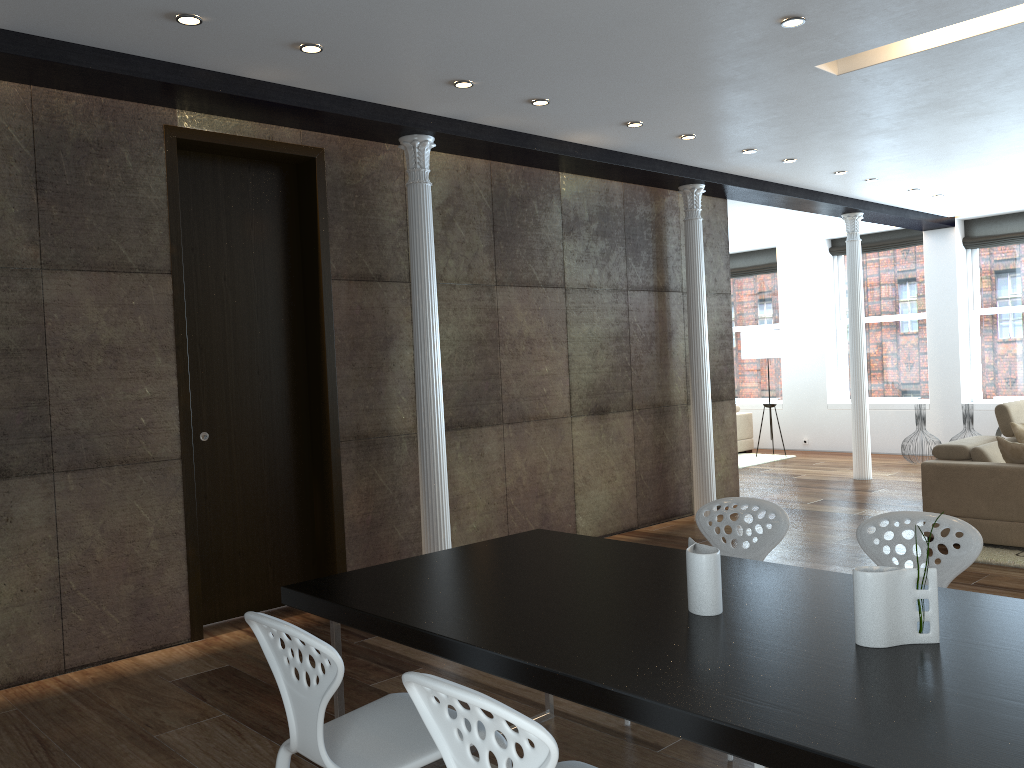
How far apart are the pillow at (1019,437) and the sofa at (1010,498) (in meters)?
0.16

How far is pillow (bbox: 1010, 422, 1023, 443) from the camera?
6.6m

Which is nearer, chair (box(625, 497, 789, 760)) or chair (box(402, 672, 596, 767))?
chair (box(402, 672, 596, 767))

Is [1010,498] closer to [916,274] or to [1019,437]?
[1019,437]

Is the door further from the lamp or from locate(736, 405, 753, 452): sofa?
locate(736, 405, 753, 452): sofa

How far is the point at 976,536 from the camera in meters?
3.0 m

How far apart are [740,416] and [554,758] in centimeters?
1146cm

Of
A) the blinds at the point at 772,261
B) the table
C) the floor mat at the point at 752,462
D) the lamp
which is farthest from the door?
the blinds at the point at 772,261

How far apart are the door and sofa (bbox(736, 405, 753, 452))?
8.3 meters

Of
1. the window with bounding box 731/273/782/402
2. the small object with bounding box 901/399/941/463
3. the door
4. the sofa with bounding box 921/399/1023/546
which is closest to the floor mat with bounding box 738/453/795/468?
the window with bounding box 731/273/782/402
